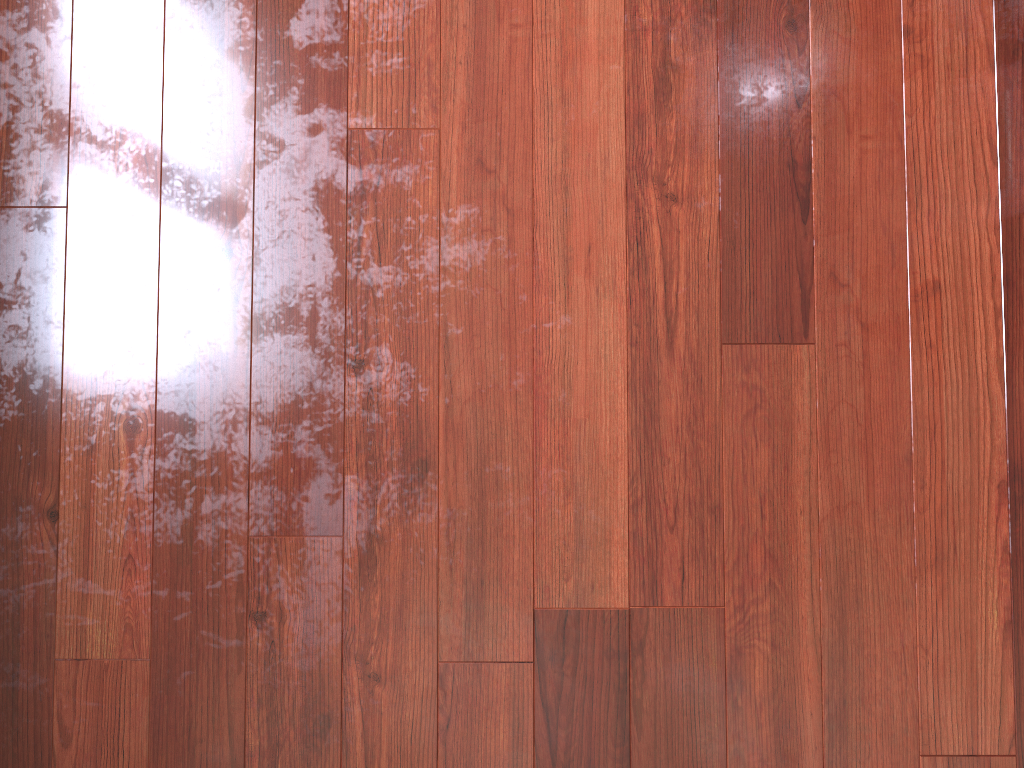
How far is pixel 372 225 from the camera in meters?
1.4

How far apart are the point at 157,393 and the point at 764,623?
0.99m

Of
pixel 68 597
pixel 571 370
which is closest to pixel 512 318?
pixel 571 370
